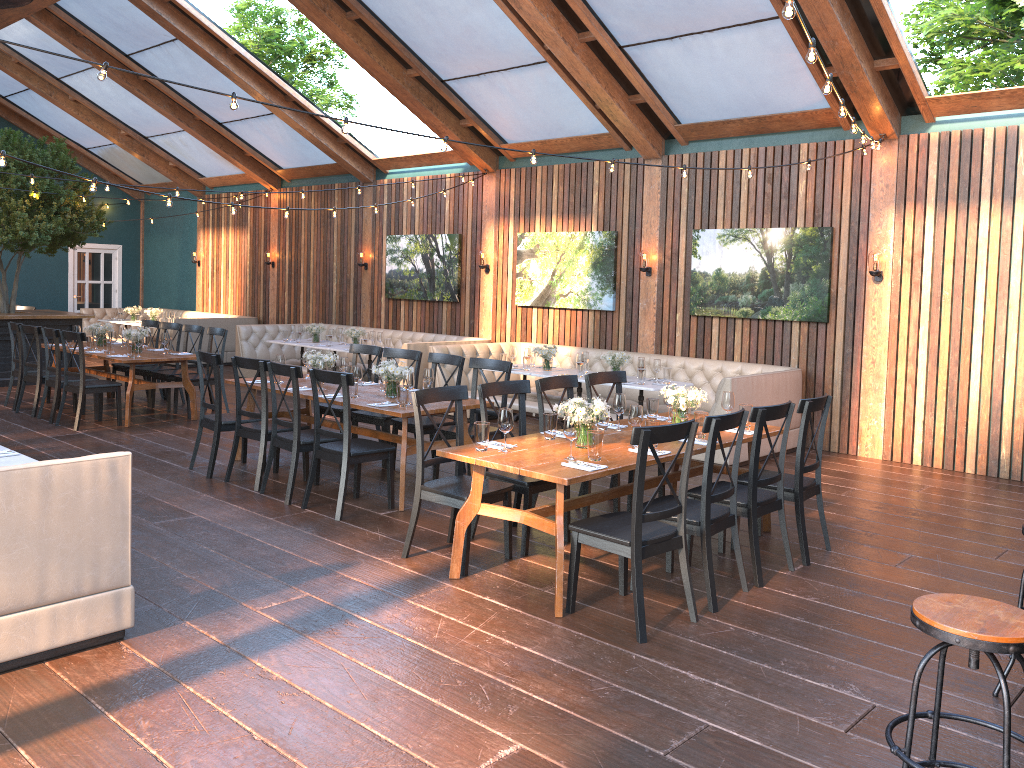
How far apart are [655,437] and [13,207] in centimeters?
1091cm

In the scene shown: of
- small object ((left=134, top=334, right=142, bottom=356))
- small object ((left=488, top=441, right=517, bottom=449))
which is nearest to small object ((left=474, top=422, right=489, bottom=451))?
small object ((left=488, top=441, right=517, bottom=449))

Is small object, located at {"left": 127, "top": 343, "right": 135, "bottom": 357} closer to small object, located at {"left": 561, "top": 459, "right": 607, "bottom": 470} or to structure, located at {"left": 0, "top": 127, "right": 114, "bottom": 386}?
structure, located at {"left": 0, "top": 127, "right": 114, "bottom": 386}

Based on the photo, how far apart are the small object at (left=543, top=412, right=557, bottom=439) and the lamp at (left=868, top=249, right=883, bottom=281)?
4.87m

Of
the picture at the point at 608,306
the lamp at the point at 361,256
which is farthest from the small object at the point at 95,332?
the picture at the point at 608,306

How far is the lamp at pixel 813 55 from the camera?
4.2m

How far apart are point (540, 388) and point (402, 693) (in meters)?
2.77

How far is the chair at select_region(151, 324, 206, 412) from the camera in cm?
1048

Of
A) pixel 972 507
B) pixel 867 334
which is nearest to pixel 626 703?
pixel 972 507

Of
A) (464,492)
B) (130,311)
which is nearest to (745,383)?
(464,492)
